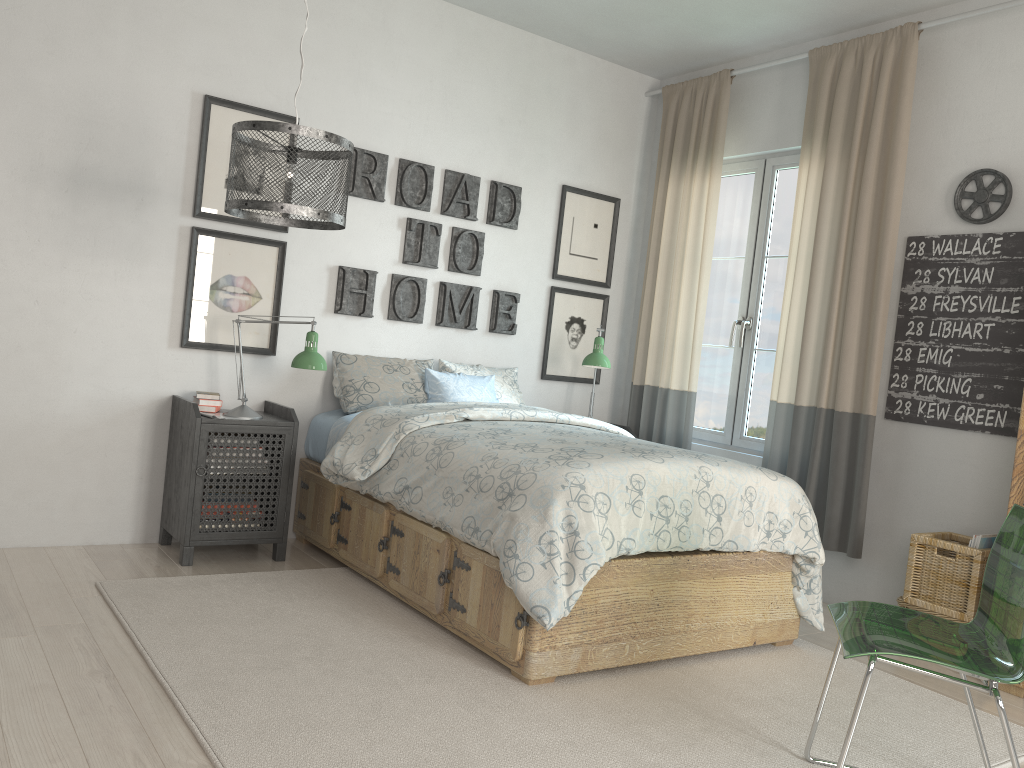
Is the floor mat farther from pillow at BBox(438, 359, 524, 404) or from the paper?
pillow at BBox(438, 359, 524, 404)

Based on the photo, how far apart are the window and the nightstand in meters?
2.2

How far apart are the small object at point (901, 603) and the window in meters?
1.2 m

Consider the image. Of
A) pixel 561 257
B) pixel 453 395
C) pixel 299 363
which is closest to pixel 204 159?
pixel 299 363

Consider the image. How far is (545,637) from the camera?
2.6 meters

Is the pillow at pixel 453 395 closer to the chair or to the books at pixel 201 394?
the books at pixel 201 394

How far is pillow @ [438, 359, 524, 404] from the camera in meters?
4.4

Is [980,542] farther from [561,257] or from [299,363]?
[299,363]

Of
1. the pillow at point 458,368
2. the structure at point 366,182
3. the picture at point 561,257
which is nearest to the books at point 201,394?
the structure at point 366,182

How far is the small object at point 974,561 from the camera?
3.23m
